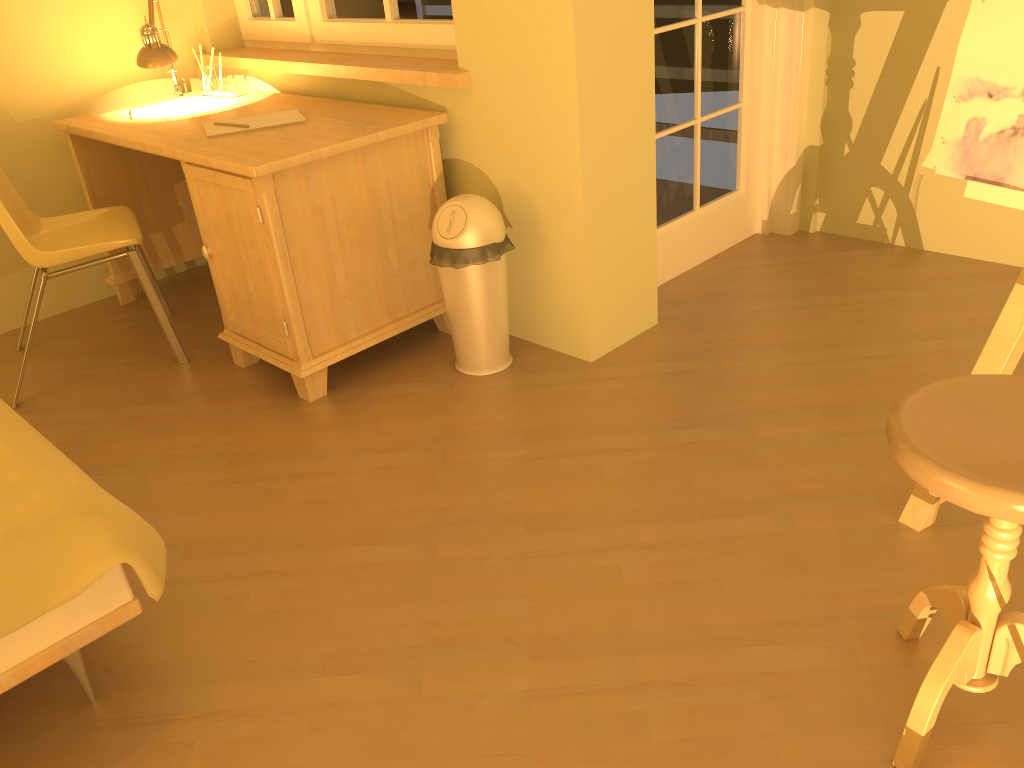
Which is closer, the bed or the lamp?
the bed

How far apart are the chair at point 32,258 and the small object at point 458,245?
1.0 meters

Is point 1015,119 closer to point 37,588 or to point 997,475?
point 997,475

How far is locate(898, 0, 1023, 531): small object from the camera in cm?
154

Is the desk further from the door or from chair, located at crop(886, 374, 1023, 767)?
chair, located at crop(886, 374, 1023, 767)

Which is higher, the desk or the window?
the window

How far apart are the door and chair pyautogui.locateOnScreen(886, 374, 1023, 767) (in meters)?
1.78

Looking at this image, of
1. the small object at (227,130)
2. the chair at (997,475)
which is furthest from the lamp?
the chair at (997,475)

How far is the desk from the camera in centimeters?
246cm

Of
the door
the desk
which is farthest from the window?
the door
